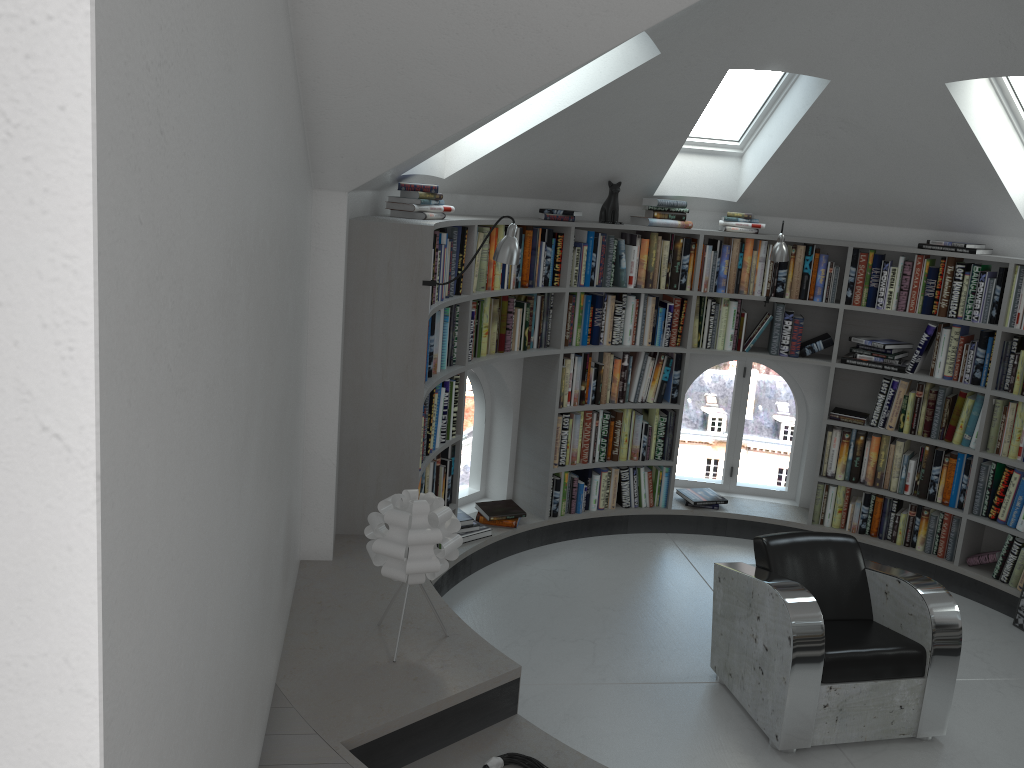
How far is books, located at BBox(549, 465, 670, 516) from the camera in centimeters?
573cm

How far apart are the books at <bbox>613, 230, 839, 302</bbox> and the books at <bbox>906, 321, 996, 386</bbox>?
0.60m

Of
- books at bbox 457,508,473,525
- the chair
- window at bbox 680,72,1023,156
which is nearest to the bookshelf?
books at bbox 457,508,473,525

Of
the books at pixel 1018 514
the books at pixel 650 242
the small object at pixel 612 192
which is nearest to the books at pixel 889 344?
the books at pixel 650 242

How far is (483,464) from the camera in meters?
5.9

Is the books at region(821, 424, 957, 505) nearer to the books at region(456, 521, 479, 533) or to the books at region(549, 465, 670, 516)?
the books at region(549, 465, 670, 516)

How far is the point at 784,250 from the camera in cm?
535

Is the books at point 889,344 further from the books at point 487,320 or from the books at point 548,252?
the books at point 548,252

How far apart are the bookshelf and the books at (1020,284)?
0.0m

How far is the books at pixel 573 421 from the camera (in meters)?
5.67
